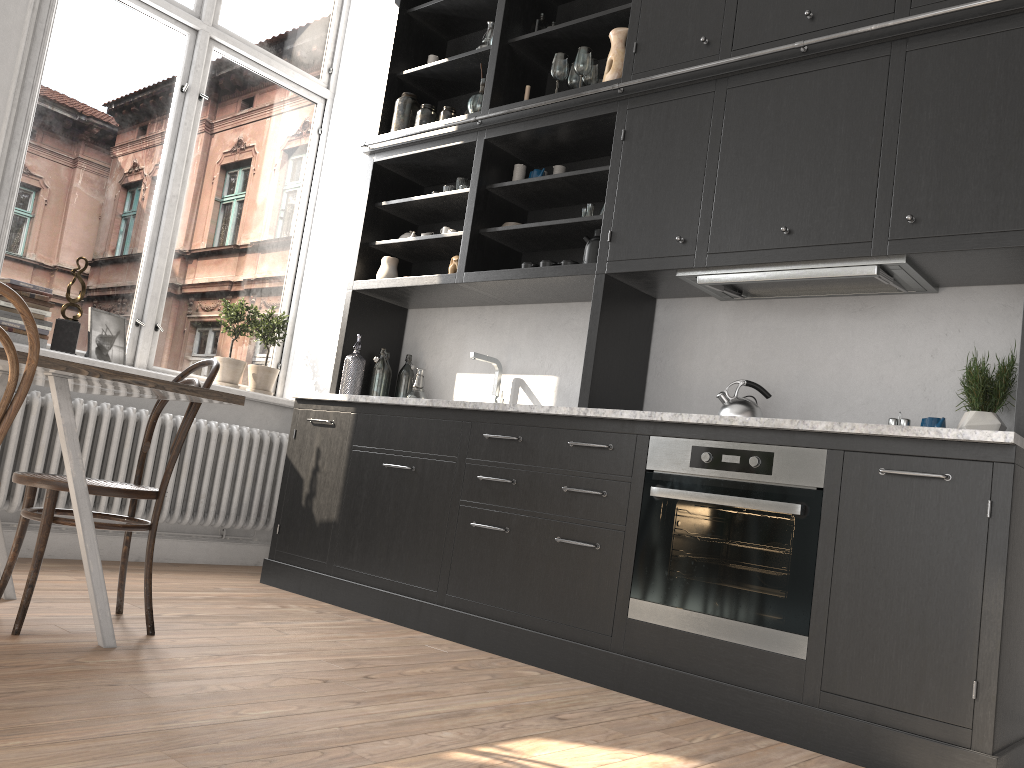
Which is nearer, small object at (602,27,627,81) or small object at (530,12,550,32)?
small object at (602,27,627,81)

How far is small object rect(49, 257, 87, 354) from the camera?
4.2 meters

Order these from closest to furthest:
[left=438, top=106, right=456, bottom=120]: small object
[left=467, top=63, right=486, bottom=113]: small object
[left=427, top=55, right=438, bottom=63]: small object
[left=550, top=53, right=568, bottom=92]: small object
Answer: [left=550, top=53, right=568, bottom=92]: small object
[left=467, top=63, right=486, bottom=113]: small object
[left=438, top=106, right=456, bottom=120]: small object
[left=427, top=55, right=438, bottom=63]: small object

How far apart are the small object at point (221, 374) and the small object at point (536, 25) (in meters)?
2.11

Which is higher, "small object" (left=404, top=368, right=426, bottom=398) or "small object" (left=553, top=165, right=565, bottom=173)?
"small object" (left=553, top=165, right=565, bottom=173)

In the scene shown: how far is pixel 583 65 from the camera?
3.9 meters

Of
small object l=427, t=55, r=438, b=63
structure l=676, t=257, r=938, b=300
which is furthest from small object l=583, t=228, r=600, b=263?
small object l=427, t=55, r=438, b=63

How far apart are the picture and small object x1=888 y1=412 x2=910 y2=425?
3.6m

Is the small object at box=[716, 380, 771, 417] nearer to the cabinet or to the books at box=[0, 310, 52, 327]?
the cabinet

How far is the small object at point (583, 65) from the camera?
3.9 meters
